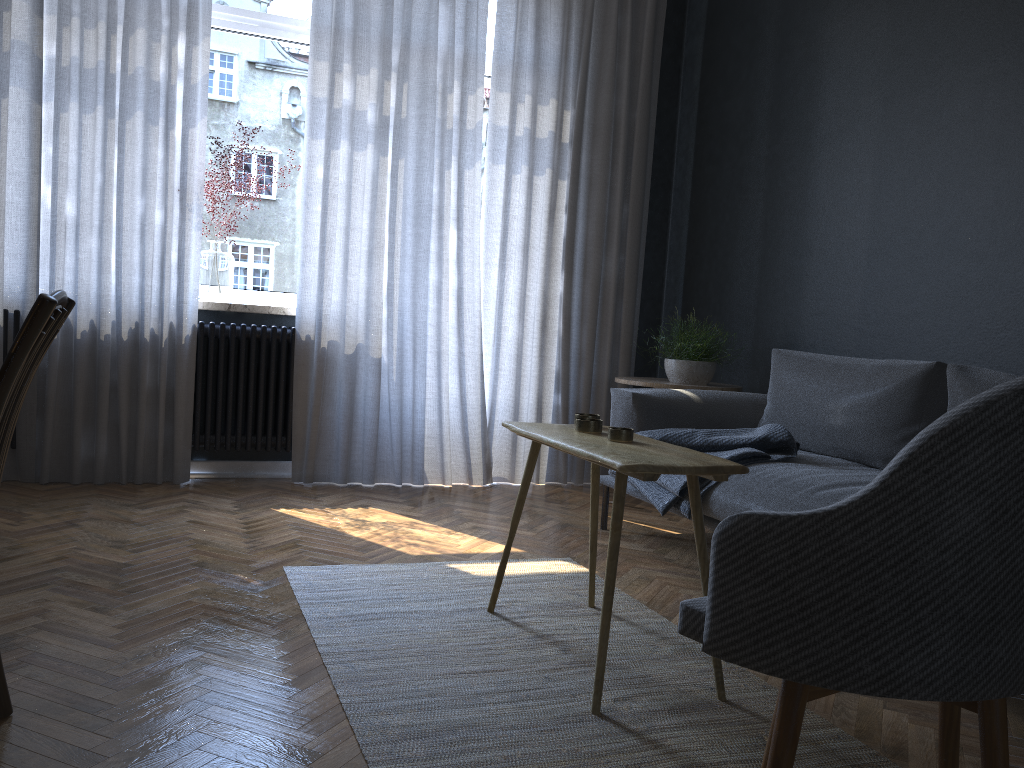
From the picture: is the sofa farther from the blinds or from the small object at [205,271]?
the small object at [205,271]

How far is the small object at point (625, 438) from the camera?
2.17m

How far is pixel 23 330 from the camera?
1.37m

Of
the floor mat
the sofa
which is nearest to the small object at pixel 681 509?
the sofa

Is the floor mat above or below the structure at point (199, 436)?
below

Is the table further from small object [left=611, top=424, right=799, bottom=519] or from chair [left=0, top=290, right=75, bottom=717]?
chair [left=0, top=290, right=75, bottom=717]

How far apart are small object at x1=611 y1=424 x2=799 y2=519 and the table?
0.5m

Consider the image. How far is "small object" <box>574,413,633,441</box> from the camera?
2.2 meters

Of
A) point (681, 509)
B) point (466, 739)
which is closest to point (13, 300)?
point (681, 509)

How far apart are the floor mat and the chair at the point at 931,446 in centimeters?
14cm
